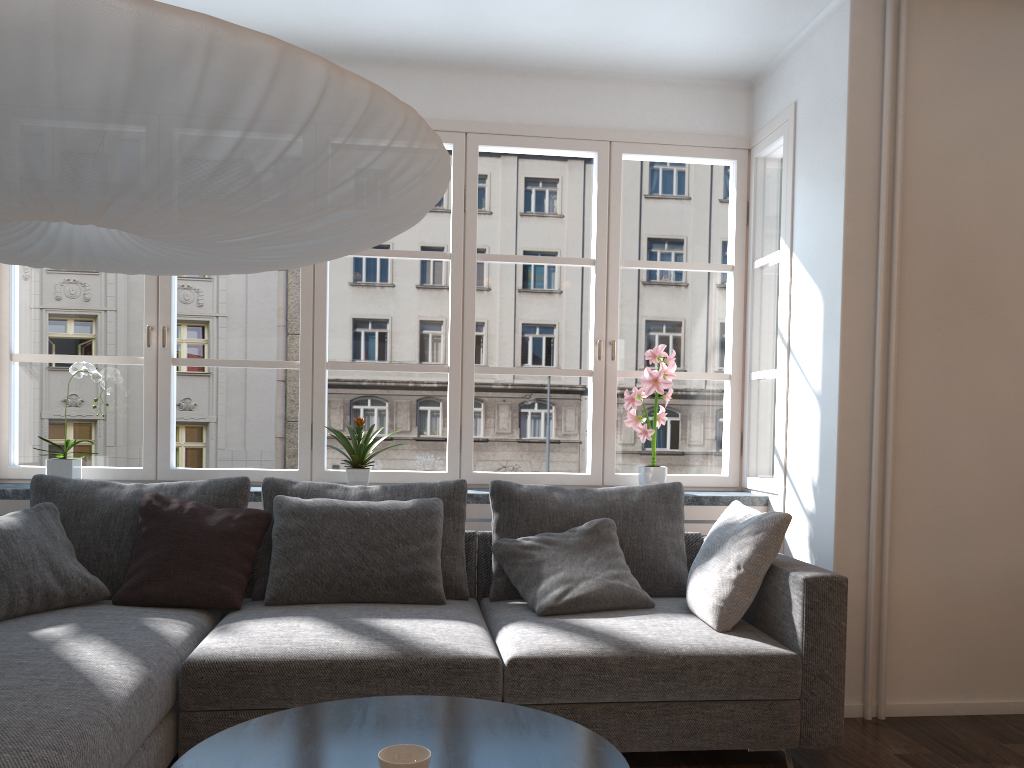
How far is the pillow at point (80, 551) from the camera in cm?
325

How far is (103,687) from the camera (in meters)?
2.19

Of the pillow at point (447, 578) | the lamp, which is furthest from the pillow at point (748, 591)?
the lamp

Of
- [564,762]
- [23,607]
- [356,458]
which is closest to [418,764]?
[564,762]

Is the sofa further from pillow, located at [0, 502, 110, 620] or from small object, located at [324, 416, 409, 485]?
small object, located at [324, 416, 409, 485]

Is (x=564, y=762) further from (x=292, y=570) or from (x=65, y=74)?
(x=292, y=570)

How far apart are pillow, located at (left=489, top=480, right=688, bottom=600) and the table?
1.4 meters

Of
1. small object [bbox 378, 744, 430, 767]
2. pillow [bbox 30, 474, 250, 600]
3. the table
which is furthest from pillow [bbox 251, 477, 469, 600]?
small object [bbox 378, 744, 430, 767]

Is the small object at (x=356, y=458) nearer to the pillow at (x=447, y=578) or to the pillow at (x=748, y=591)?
the pillow at (x=447, y=578)

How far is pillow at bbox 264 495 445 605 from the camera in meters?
3.2 m
